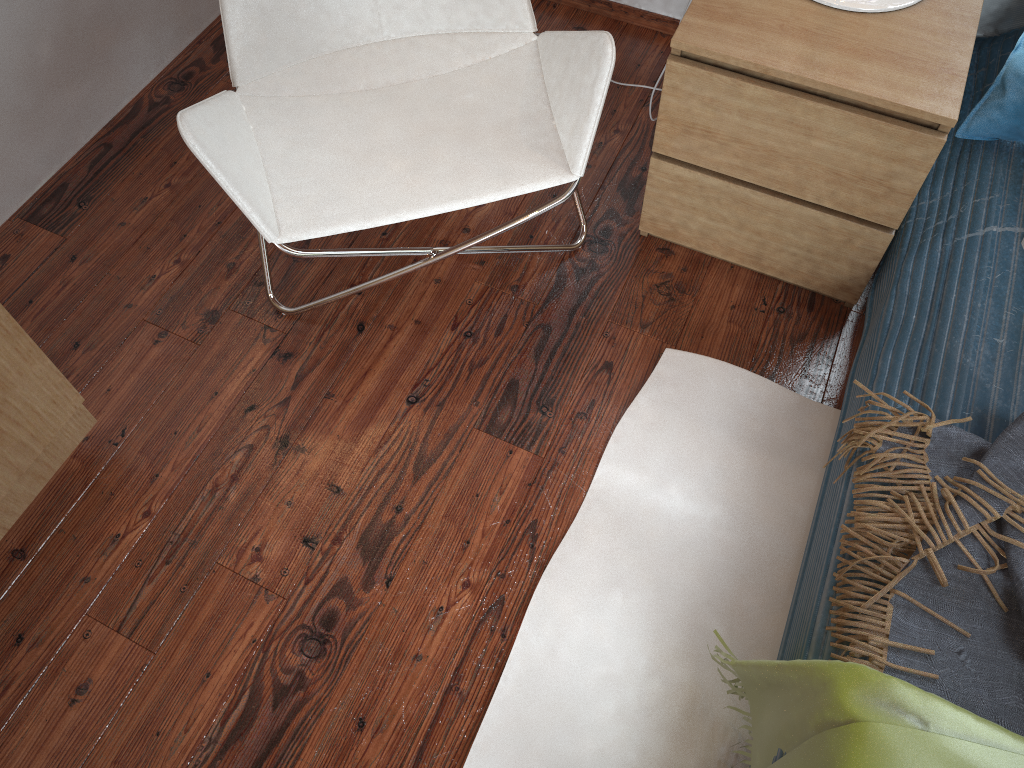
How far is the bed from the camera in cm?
124

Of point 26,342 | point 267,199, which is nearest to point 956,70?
point 267,199

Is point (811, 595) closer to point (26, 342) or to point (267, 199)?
point (267, 199)

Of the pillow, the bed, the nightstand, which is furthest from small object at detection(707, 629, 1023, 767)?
the pillow

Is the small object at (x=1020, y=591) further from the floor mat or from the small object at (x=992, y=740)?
the floor mat

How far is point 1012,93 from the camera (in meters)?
1.41

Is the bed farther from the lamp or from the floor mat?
the lamp

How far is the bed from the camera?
1.2m

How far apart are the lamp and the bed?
0.31m

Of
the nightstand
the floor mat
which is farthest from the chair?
the floor mat
